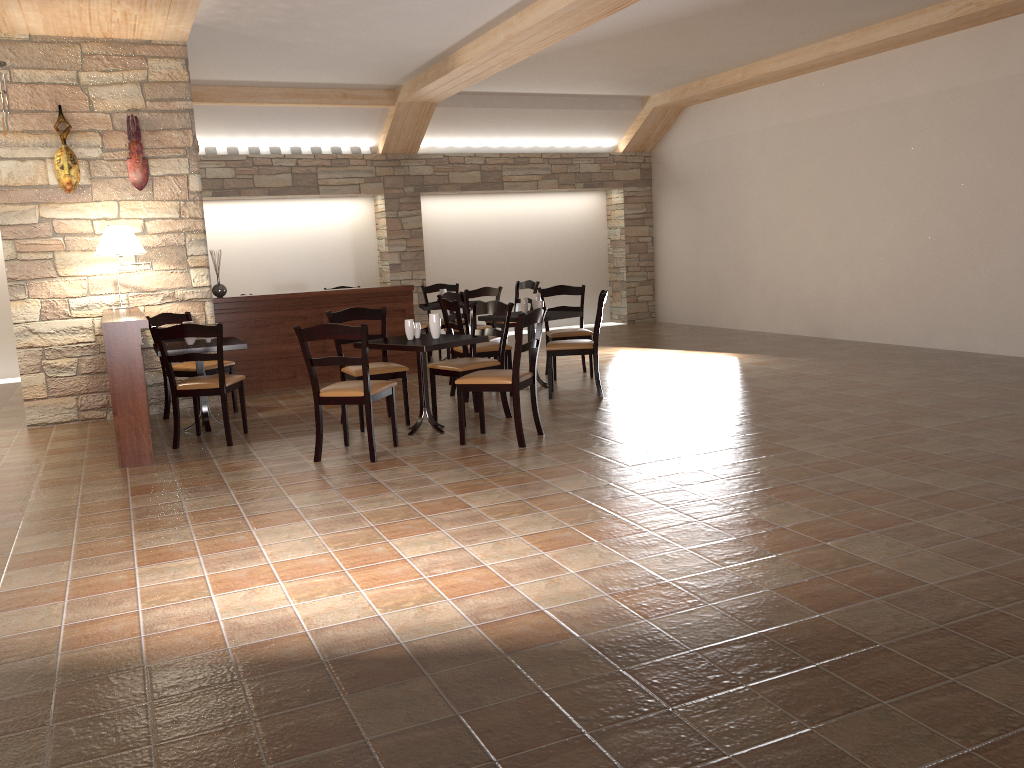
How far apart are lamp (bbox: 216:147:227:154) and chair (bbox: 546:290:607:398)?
5.88m

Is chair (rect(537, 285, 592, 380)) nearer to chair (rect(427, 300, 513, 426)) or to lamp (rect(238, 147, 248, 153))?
chair (rect(427, 300, 513, 426))

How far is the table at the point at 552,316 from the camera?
7.51m

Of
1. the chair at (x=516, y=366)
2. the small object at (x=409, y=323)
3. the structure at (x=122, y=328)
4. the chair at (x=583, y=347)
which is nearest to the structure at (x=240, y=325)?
the structure at (x=122, y=328)

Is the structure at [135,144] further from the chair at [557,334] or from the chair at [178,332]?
the chair at [557,334]

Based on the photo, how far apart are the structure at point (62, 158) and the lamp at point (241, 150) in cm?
412

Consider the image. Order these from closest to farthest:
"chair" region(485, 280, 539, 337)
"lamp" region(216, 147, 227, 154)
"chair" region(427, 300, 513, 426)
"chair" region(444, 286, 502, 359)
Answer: "chair" region(427, 300, 513, 426), "chair" region(444, 286, 502, 359), "chair" region(485, 280, 539, 337), "lamp" region(216, 147, 227, 154)

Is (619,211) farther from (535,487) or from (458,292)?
(535,487)

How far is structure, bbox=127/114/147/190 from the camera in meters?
7.1

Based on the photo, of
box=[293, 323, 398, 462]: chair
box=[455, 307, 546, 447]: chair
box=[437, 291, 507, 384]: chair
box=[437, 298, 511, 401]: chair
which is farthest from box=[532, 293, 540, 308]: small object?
box=[293, 323, 398, 462]: chair
